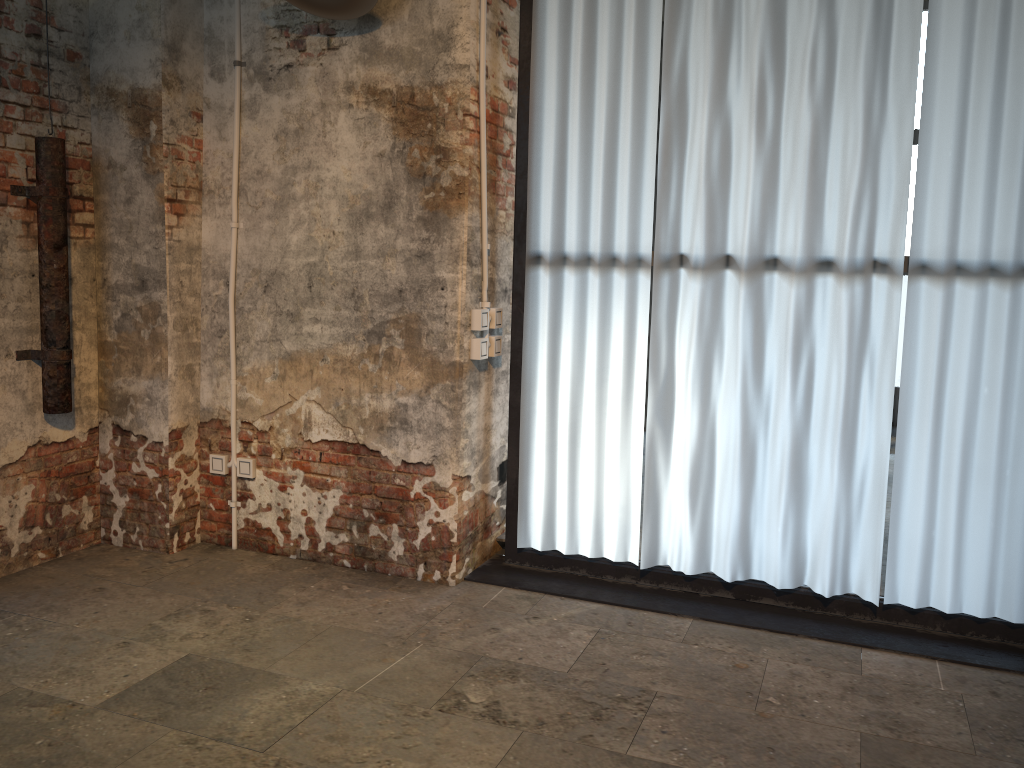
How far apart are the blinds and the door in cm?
190

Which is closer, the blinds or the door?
the blinds

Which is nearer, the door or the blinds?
the blinds

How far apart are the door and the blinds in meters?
1.9

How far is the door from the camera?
3.6m

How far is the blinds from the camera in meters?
3.1

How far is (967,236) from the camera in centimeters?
312cm

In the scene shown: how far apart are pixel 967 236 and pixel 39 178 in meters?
3.5

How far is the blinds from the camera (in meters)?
3.12
